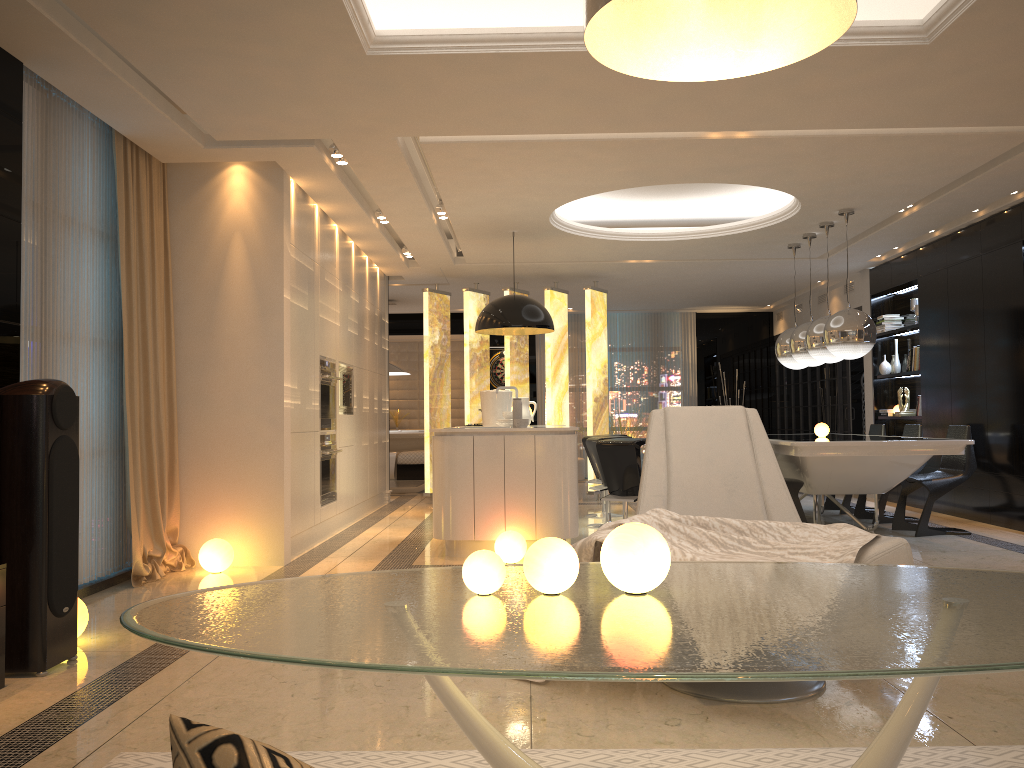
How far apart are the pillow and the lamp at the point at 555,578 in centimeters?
139cm

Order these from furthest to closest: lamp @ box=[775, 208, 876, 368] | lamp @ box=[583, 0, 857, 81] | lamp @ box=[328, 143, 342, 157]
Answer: lamp @ box=[775, 208, 876, 368]
lamp @ box=[328, 143, 342, 157]
lamp @ box=[583, 0, 857, 81]

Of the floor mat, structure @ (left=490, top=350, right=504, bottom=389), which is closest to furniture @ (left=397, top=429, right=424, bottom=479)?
structure @ (left=490, top=350, right=504, bottom=389)

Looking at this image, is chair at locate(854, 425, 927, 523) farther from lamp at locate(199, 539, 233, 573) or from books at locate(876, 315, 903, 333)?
lamp at locate(199, 539, 233, 573)

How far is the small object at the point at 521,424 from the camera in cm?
630

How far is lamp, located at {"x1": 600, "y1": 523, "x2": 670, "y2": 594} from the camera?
1.8m

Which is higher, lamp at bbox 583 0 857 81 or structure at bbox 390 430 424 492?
lamp at bbox 583 0 857 81

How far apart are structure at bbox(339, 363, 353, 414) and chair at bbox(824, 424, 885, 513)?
4.80m

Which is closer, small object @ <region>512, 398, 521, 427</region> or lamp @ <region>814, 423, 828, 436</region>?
small object @ <region>512, 398, 521, 427</region>

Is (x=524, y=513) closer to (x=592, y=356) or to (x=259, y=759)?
(x=592, y=356)
